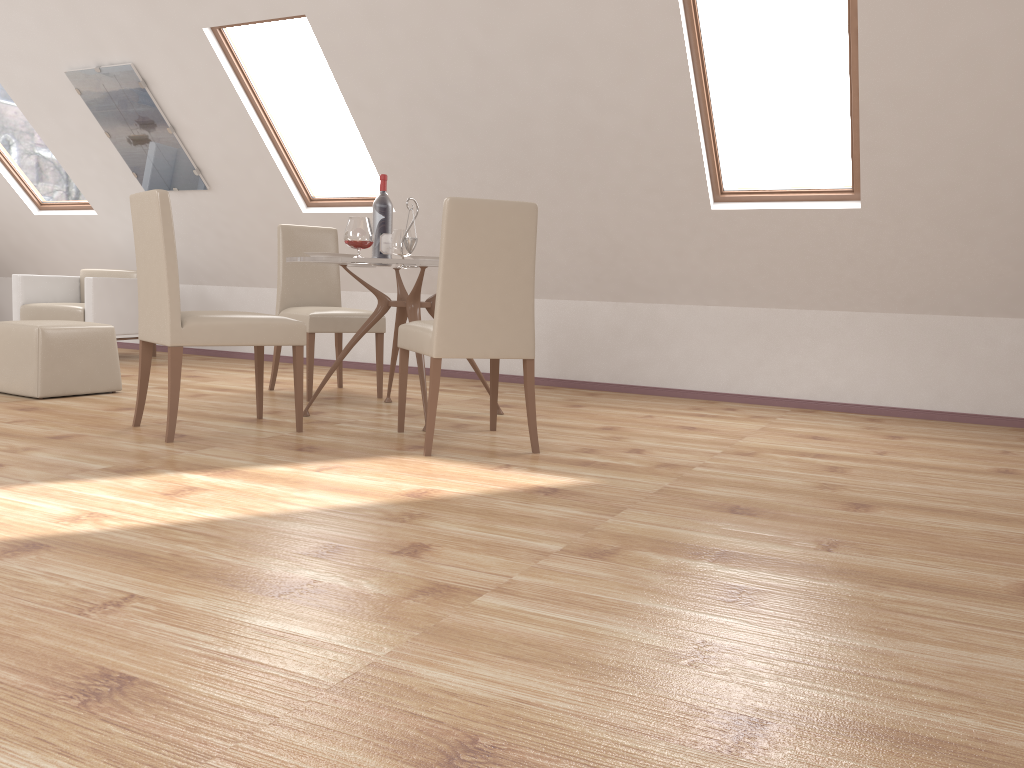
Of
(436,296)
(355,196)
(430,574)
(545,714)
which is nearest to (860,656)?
(545,714)

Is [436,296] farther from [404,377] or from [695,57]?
[695,57]

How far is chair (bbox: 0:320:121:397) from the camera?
4.6m

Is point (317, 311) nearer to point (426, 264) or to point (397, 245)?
point (397, 245)

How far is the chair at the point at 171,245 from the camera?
3.5 meters

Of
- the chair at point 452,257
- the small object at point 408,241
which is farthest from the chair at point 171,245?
the small object at point 408,241

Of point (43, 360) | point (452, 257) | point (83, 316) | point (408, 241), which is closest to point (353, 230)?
point (408, 241)

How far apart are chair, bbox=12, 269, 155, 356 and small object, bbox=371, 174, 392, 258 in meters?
3.2

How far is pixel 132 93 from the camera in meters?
6.1 m

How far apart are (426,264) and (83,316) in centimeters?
388cm
